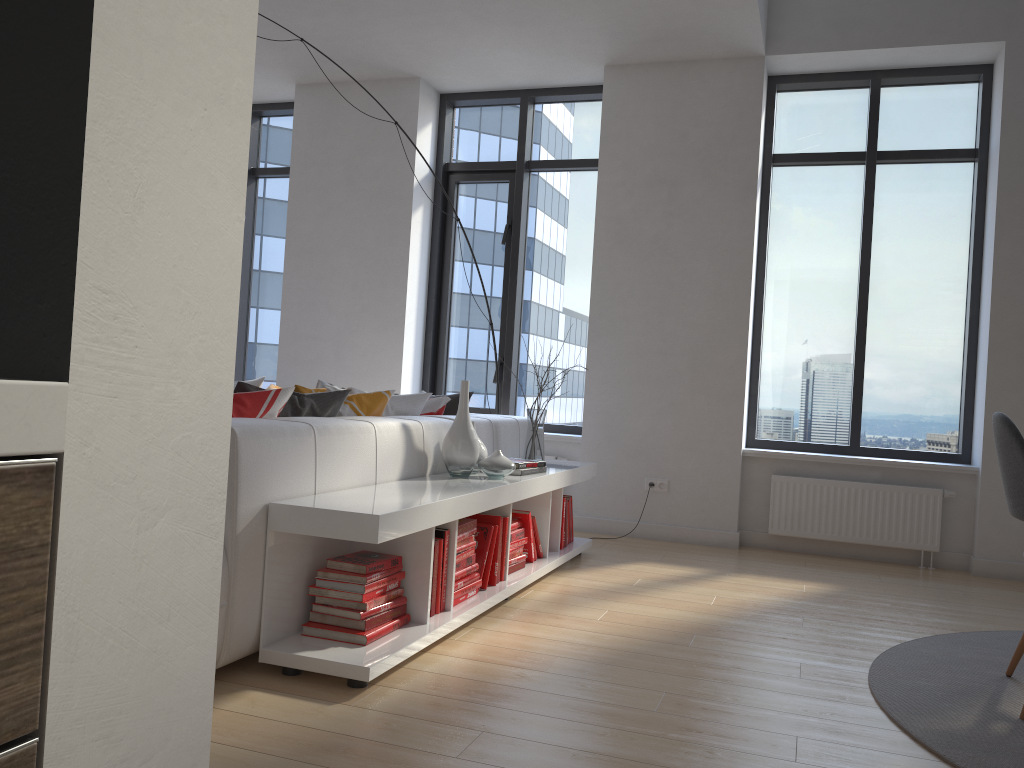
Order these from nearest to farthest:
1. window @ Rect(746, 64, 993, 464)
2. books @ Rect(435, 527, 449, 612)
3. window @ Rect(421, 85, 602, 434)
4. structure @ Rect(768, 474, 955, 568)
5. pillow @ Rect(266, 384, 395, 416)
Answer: books @ Rect(435, 527, 449, 612), pillow @ Rect(266, 384, 395, 416), structure @ Rect(768, 474, 955, 568), window @ Rect(746, 64, 993, 464), window @ Rect(421, 85, 602, 434)

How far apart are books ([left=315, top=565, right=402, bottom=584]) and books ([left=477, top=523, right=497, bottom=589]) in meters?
0.7 m

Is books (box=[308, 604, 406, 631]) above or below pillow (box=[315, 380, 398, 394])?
below

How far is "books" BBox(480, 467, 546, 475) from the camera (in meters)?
3.87

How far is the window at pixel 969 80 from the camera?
5.4 meters

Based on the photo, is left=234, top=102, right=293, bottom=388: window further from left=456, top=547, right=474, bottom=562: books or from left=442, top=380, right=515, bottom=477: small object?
left=456, top=547, right=474, bottom=562: books

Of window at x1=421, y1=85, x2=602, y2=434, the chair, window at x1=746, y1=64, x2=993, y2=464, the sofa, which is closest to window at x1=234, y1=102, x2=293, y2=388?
window at x1=421, y1=85, x2=602, y2=434

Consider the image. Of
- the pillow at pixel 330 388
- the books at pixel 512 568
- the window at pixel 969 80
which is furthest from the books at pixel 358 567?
the window at pixel 969 80

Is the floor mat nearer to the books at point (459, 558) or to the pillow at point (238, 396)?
the books at point (459, 558)

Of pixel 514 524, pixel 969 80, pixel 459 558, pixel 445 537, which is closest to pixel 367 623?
pixel 445 537
